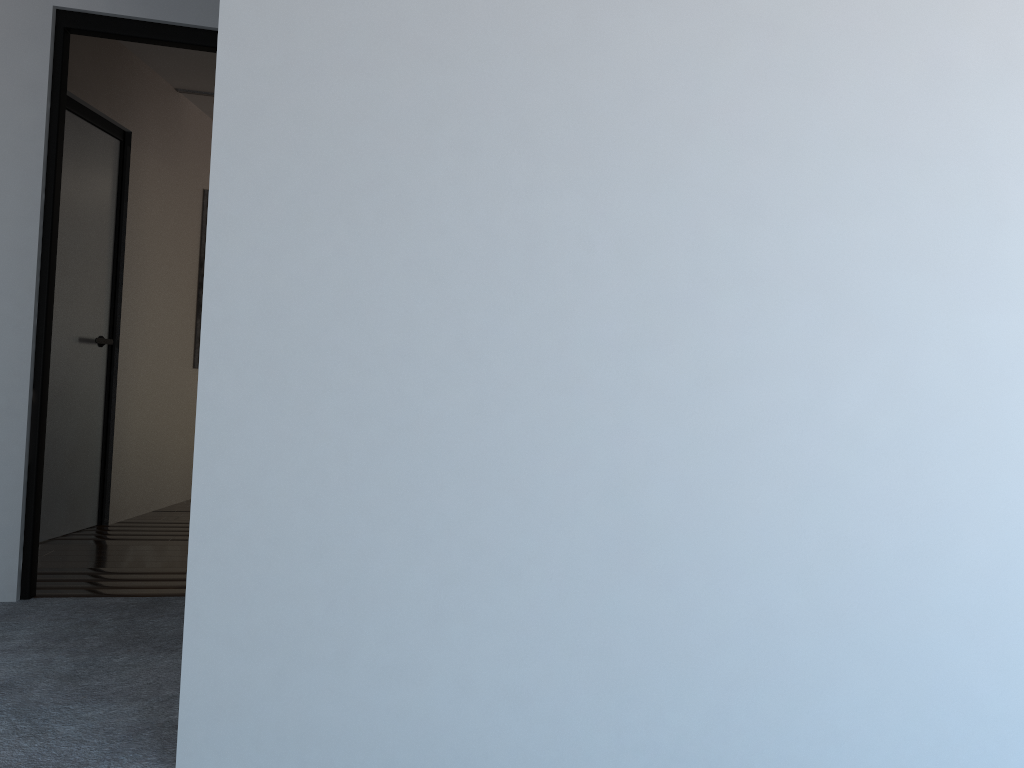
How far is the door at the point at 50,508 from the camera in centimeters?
438cm

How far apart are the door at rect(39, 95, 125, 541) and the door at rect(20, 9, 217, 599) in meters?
1.1

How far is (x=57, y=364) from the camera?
4.4m

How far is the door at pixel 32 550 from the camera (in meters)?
3.26

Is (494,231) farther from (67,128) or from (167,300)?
(167,300)

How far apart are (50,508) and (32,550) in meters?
1.2 m

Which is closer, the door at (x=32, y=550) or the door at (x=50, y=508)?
the door at (x=32, y=550)

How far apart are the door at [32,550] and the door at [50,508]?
1.14m

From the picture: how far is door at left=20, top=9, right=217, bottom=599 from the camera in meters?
Answer: 3.3 m
